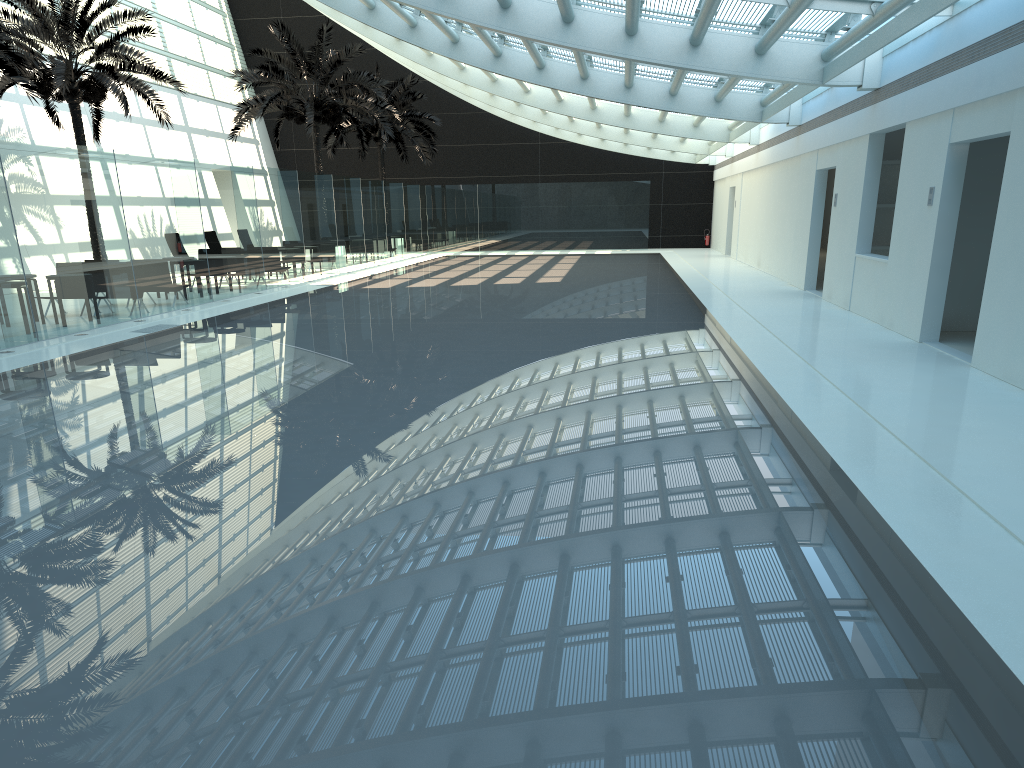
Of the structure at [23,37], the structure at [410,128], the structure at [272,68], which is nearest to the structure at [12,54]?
the structure at [23,37]

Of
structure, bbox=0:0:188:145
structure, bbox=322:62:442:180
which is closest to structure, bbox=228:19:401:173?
structure, bbox=0:0:188:145

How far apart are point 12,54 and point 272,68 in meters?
10.9

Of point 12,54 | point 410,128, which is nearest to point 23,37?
point 12,54

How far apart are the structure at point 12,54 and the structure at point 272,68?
9.6 meters

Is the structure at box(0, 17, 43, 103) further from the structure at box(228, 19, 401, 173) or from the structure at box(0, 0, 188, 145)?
the structure at box(228, 19, 401, 173)

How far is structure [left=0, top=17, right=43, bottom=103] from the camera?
16.1m

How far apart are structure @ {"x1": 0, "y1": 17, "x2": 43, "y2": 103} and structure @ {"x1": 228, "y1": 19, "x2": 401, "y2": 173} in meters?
9.6 m

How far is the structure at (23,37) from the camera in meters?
19.2

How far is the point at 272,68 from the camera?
26.3m
